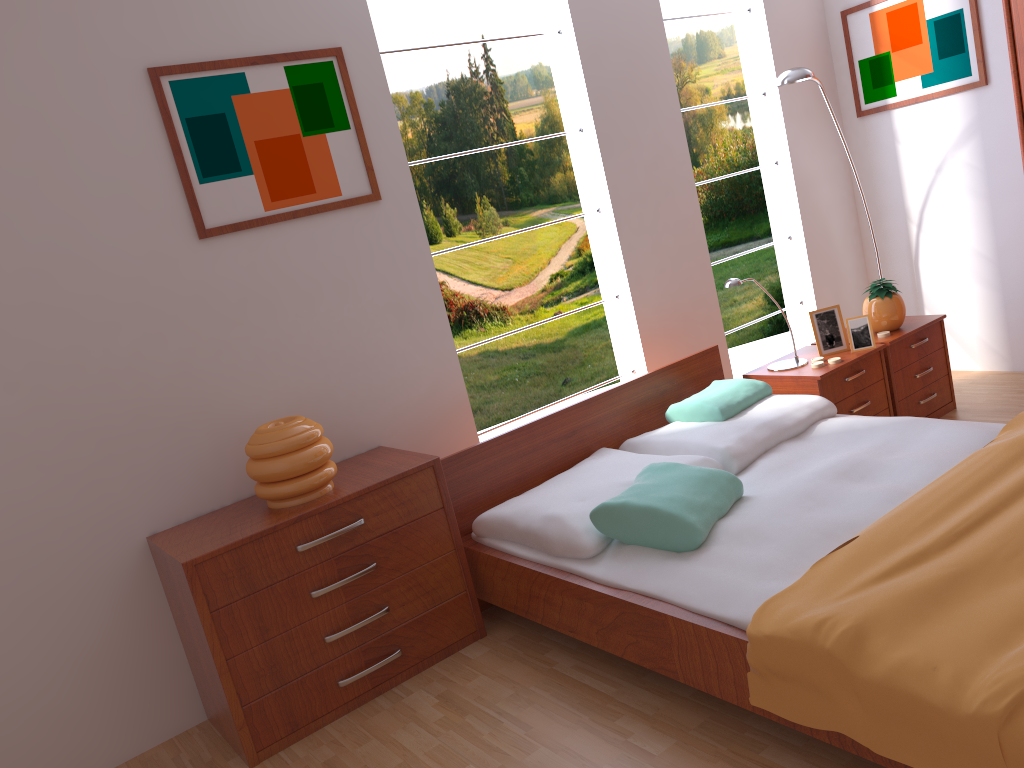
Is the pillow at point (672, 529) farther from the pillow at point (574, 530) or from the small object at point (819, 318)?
the small object at point (819, 318)

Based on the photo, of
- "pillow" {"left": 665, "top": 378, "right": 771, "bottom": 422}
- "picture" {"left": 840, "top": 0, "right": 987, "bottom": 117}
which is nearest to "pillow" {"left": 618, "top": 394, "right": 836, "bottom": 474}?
"pillow" {"left": 665, "top": 378, "right": 771, "bottom": 422}

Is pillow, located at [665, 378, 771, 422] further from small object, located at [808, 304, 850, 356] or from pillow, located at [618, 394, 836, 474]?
small object, located at [808, 304, 850, 356]

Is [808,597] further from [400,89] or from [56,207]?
[400,89]

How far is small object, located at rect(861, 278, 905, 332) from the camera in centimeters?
371cm

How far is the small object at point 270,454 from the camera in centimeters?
257cm

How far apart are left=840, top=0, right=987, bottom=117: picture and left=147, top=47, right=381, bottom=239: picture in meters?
2.7

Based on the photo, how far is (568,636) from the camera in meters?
2.7

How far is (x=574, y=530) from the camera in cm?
255

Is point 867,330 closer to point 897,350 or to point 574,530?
point 897,350
